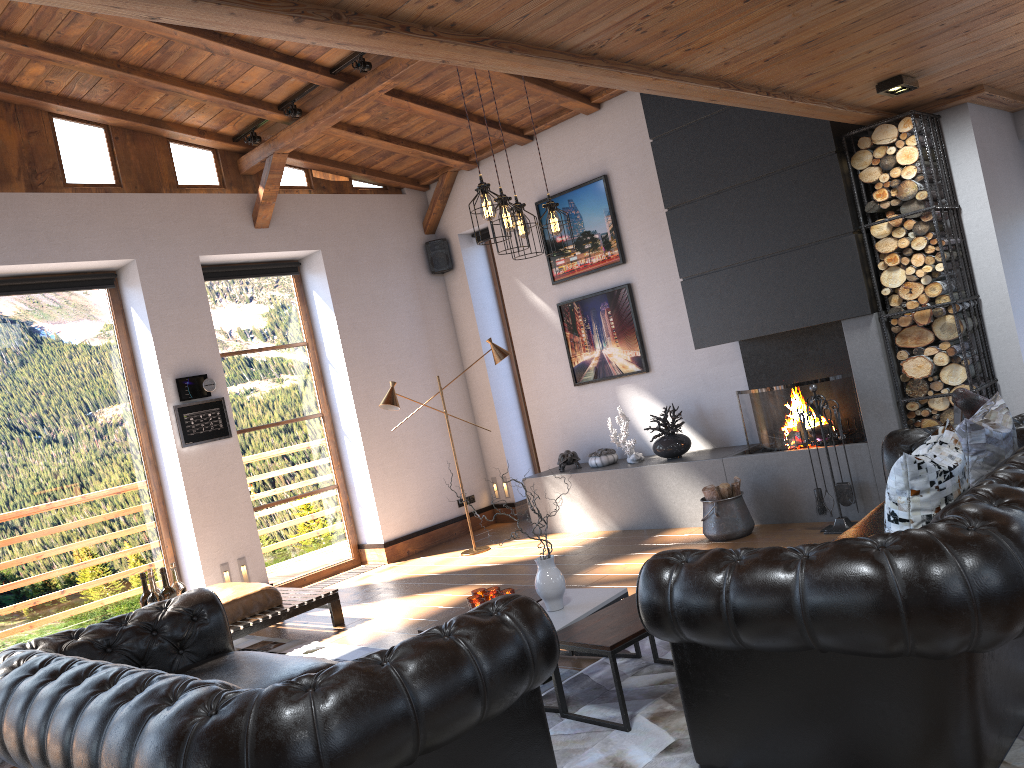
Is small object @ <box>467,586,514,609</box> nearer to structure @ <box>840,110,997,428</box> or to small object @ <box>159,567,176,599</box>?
small object @ <box>159,567,176,599</box>

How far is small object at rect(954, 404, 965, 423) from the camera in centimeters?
561cm

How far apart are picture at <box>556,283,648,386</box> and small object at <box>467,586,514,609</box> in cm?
368

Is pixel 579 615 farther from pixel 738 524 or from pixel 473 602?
pixel 738 524

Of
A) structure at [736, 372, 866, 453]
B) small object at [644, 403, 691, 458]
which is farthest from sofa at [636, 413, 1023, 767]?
small object at [644, 403, 691, 458]

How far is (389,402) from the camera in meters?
7.6 m

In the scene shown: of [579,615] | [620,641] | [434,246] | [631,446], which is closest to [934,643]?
[620,641]

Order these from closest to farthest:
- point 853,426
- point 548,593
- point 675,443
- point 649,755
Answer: point 649,755, point 548,593, point 853,426, point 675,443

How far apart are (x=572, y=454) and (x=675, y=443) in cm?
116

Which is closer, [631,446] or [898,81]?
[898,81]
